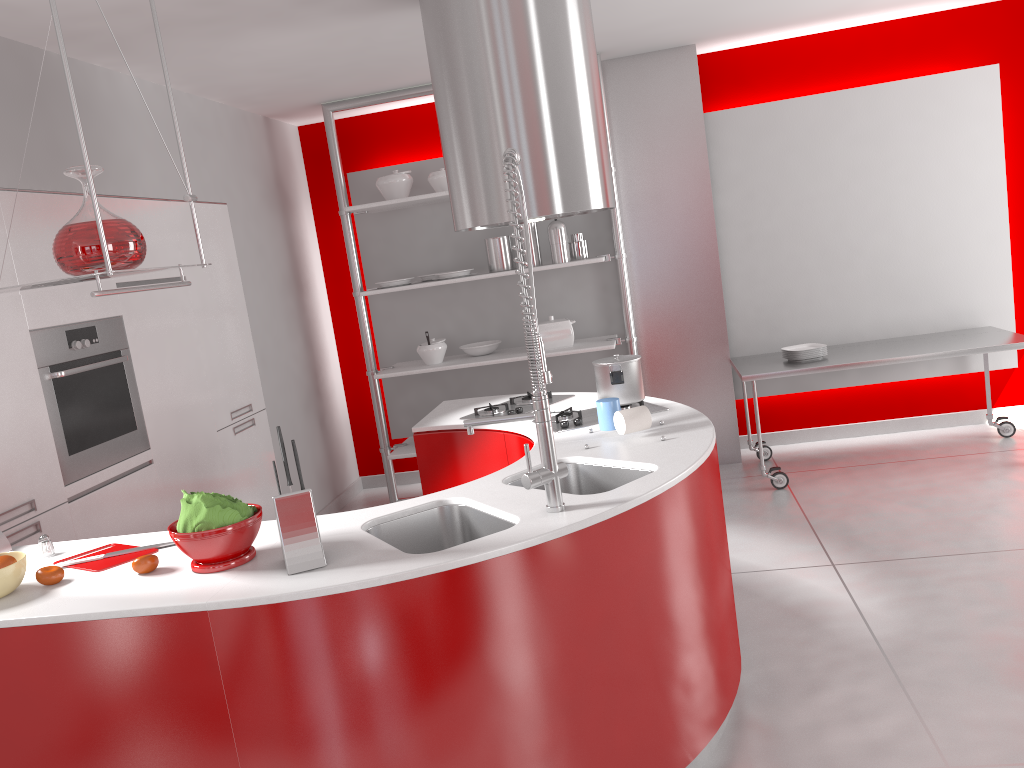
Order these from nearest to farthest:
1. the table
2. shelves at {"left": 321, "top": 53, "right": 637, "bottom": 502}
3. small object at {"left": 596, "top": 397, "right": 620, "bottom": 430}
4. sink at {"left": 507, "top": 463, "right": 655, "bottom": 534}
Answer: sink at {"left": 507, "top": 463, "right": 655, "bottom": 534}
small object at {"left": 596, "top": 397, "right": 620, "bottom": 430}
the table
shelves at {"left": 321, "top": 53, "right": 637, "bottom": 502}

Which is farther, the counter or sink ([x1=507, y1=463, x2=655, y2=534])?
sink ([x1=507, y1=463, x2=655, y2=534])

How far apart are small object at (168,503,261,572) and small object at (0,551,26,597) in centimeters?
39cm

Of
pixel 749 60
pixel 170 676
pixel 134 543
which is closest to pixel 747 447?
pixel 749 60

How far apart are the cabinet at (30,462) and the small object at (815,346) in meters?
3.1

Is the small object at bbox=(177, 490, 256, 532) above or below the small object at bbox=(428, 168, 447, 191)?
below

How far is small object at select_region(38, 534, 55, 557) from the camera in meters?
2.5 m

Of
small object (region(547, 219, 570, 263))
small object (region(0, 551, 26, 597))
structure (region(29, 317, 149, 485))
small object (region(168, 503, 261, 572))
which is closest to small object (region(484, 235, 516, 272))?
small object (region(547, 219, 570, 263))

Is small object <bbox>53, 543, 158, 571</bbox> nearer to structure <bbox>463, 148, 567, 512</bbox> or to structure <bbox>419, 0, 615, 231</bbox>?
structure <bbox>463, 148, 567, 512</bbox>

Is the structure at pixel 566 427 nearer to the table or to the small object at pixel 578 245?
the table
